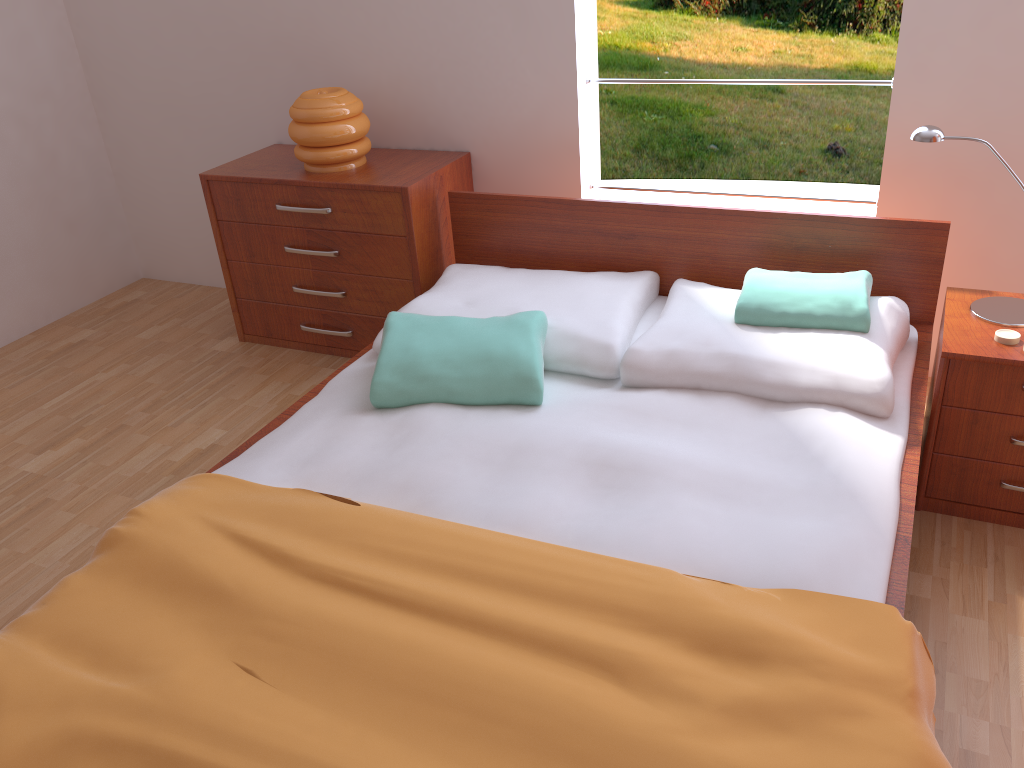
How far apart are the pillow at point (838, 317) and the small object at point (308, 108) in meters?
1.3 m

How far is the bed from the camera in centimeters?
124cm

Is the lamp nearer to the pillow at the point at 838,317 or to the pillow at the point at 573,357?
the pillow at the point at 838,317

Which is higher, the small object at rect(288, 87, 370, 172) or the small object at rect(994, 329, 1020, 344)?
the small object at rect(288, 87, 370, 172)

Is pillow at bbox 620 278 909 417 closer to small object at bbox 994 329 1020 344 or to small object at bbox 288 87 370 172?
small object at bbox 994 329 1020 344

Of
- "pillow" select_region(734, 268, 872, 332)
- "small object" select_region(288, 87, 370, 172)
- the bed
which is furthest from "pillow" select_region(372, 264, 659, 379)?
"small object" select_region(288, 87, 370, 172)

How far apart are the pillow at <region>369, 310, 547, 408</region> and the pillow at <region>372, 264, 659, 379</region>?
0.03m

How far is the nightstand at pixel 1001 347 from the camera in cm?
190

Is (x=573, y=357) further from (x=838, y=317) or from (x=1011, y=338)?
(x=1011, y=338)

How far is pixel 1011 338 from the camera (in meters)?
1.91
